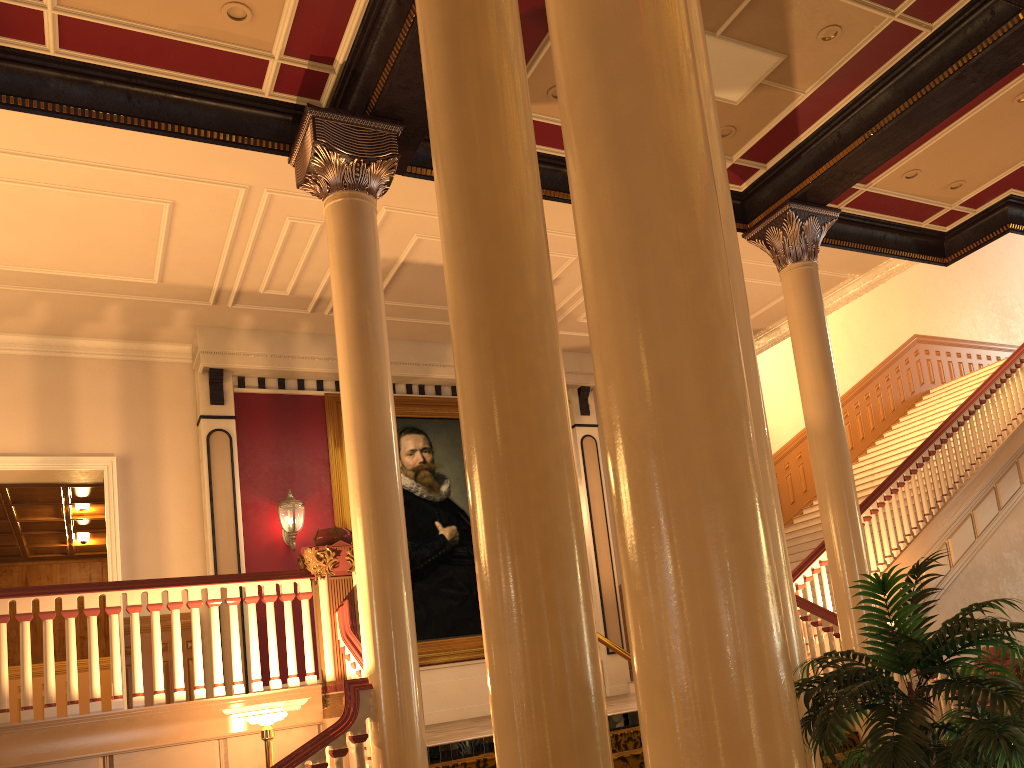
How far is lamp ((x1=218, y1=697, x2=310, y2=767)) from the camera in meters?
5.4 m

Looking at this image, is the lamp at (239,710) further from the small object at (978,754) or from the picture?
the picture

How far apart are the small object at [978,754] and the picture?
8.4m

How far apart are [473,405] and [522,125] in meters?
1.0 m

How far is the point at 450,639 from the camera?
10.6 meters

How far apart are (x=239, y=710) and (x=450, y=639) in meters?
5.4 m

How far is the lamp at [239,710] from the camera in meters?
5.4 m

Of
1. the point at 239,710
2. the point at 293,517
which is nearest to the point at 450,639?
the point at 293,517

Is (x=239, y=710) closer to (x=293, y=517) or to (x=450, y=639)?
(x=293, y=517)

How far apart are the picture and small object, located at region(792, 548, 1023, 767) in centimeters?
838cm
